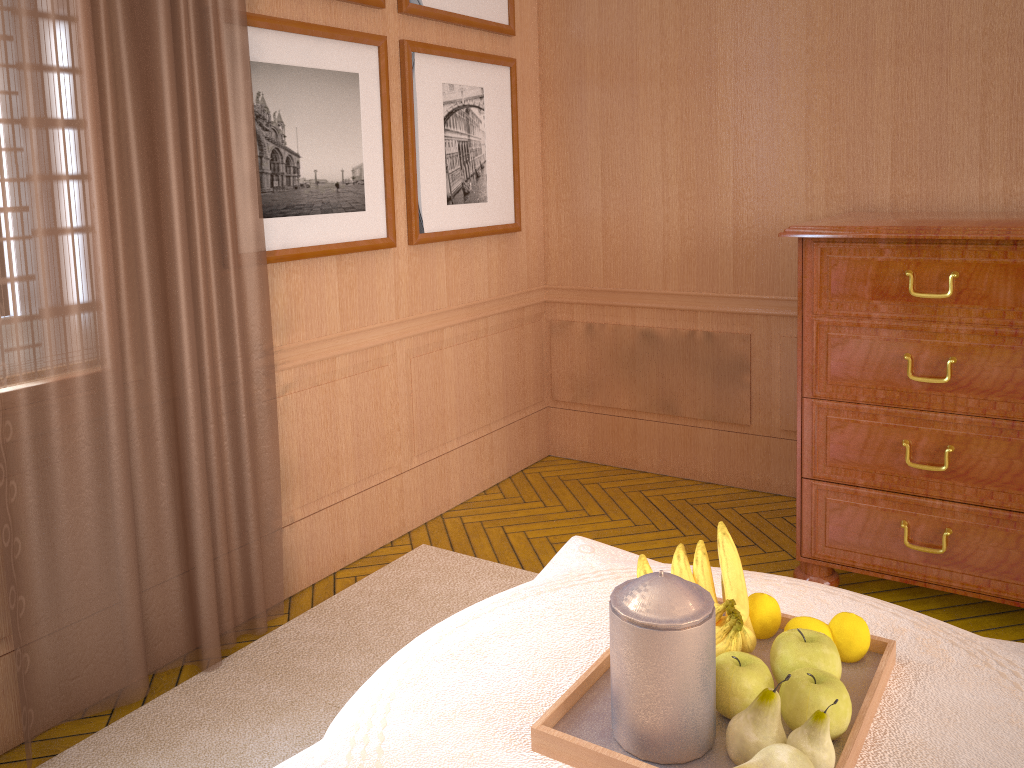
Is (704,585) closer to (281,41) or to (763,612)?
(763,612)

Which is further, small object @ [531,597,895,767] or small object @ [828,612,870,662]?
small object @ [828,612,870,662]

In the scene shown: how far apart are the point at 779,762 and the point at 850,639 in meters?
0.6

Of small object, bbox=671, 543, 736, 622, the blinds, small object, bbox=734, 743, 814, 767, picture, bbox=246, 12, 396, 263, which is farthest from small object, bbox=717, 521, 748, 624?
picture, bbox=246, 12, 396, 263

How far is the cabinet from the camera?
4.02m

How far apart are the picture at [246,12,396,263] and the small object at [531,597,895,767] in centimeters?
288cm

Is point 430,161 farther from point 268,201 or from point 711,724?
point 711,724

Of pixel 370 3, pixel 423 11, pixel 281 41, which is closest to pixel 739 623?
pixel 281 41

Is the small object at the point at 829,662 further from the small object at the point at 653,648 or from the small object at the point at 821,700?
the small object at the point at 653,648

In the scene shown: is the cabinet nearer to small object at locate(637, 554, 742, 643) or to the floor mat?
the floor mat
